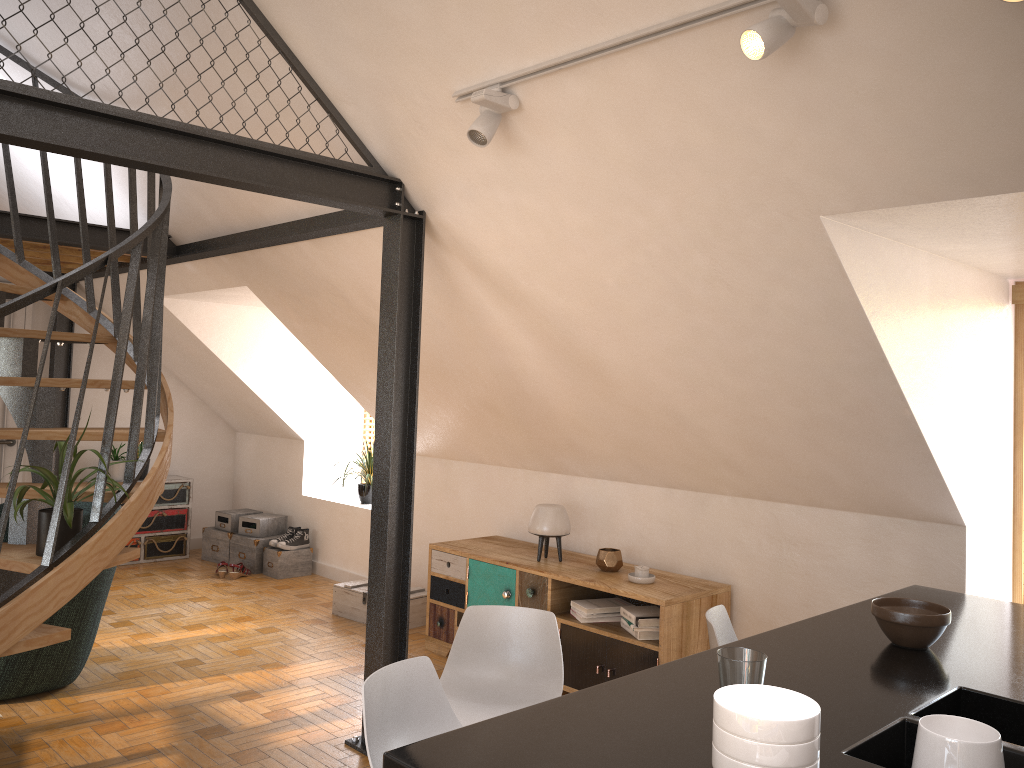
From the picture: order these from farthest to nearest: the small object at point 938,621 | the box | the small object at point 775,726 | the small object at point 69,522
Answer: the box
the small object at point 69,522
the small object at point 938,621
the small object at point 775,726

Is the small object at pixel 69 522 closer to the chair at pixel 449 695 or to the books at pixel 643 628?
the chair at pixel 449 695

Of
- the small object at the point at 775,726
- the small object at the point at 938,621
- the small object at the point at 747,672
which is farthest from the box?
the small object at the point at 775,726

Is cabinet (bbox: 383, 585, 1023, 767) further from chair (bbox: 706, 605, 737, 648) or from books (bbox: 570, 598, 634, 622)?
books (bbox: 570, 598, 634, 622)

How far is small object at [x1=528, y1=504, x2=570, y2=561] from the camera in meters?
4.9 m

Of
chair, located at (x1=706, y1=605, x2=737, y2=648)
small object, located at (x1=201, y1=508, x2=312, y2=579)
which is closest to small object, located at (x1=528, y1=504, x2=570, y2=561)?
chair, located at (x1=706, y1=605, x2=737, y2=648)

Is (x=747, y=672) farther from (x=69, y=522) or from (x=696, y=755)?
(x=69, y=522)

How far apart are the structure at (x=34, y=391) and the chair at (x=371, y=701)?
1.58m

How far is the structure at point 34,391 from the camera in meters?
3.2

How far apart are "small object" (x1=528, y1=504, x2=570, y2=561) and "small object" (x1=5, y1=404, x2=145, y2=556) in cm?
224
